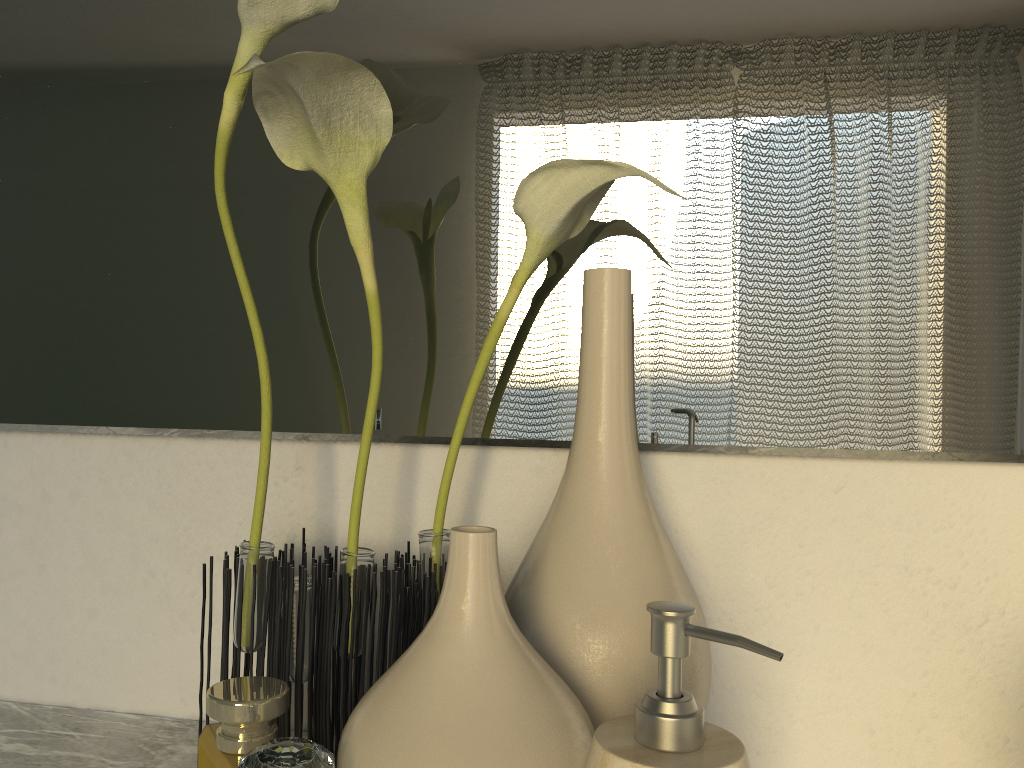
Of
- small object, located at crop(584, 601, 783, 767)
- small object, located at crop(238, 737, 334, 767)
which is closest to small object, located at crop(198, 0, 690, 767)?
small object, located at crop(584, 601, 783, 767)

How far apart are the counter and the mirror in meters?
0.2

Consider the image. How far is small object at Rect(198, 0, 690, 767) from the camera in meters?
0.5

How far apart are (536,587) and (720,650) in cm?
16

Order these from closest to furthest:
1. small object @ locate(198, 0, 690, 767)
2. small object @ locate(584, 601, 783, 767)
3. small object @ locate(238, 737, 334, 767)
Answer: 1. small object @ locate(584, 601, 783, 767)
2. small object @ locate(198, 0, 690, 767)
3. small object @ locate(238, 737, 334, 767)

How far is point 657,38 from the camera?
0.6m

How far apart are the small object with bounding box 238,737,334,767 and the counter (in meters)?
1.42

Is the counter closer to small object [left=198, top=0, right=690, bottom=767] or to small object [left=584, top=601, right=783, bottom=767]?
small object [left=198, top=0, right=690, bottom=767]

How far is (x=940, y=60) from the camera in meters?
0.5 m

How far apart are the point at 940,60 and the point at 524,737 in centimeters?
45cm
